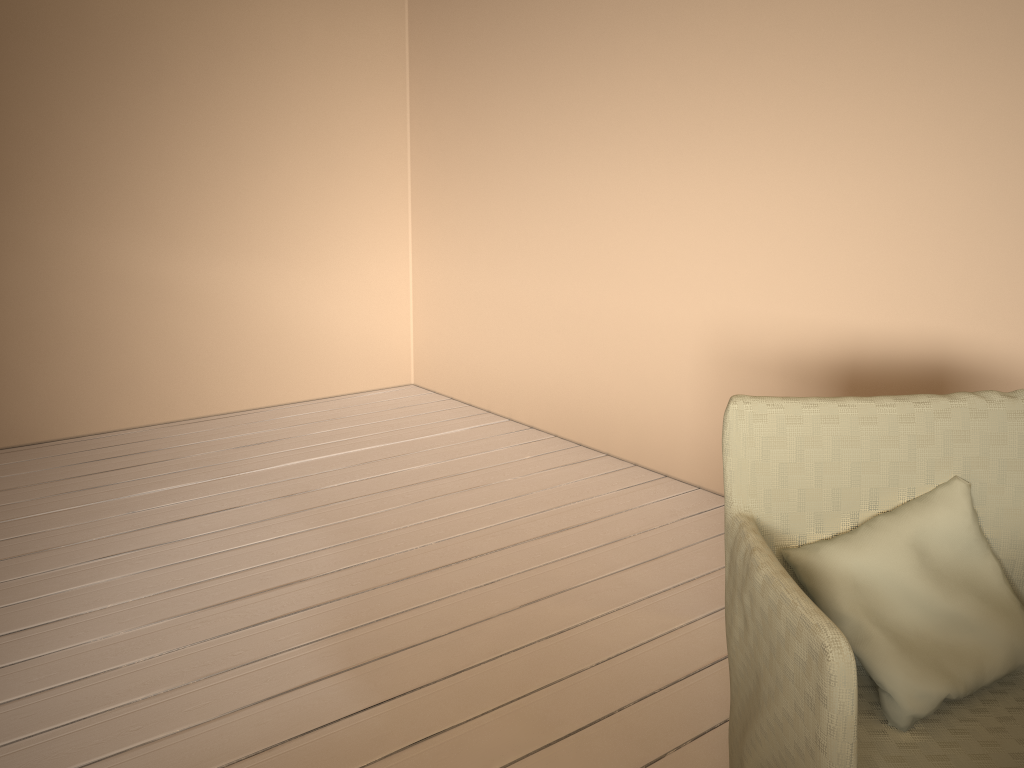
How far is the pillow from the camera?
1.23m

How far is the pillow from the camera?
1.2 meters

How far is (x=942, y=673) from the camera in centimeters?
123cm

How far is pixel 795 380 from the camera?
2.8 meters

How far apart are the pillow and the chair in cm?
1

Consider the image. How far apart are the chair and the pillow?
0.0m

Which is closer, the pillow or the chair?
the chair

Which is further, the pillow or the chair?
the pillow

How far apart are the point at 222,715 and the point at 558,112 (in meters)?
2.51
